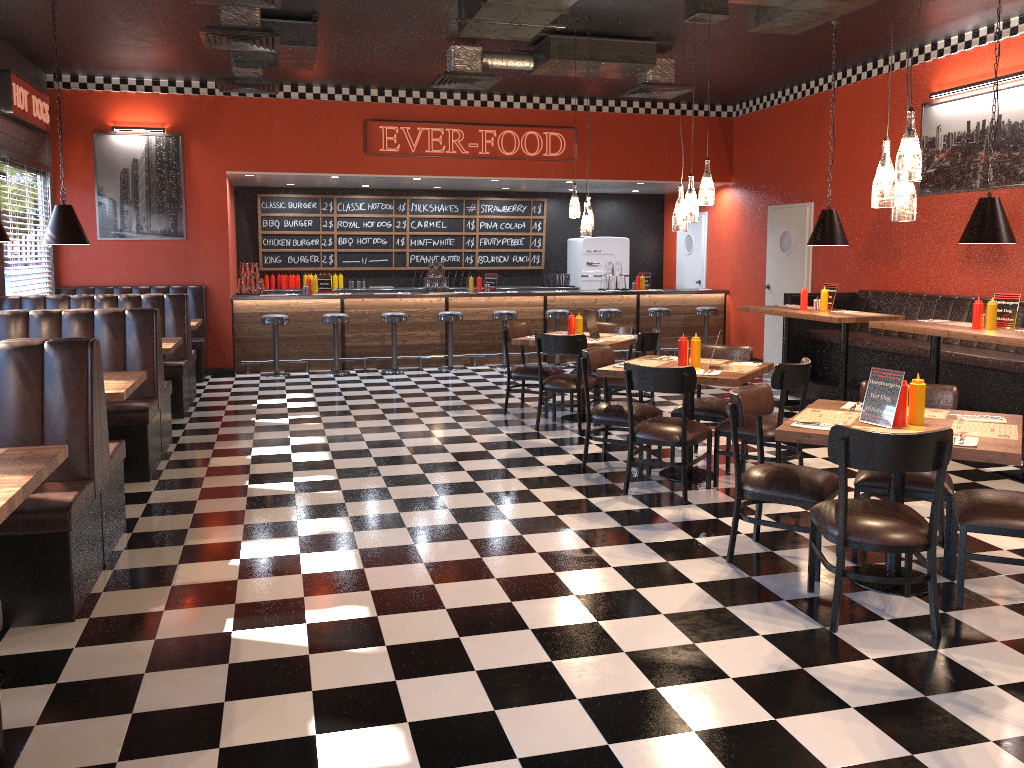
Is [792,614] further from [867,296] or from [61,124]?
[61,124]

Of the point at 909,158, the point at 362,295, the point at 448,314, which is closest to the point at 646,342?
the point at 909,158

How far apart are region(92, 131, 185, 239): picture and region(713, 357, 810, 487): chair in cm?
778

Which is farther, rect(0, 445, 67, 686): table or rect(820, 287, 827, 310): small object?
rect(820, 287, 827, 310): small object

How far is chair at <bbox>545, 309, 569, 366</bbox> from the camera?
12.00m

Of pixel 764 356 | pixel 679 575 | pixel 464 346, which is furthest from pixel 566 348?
pixel 764 356

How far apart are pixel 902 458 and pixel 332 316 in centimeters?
869cm

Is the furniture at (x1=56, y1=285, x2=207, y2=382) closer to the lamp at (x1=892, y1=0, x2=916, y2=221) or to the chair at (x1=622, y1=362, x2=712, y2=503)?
the chair at (x1=622, y1=362, x2=712, y2=503)

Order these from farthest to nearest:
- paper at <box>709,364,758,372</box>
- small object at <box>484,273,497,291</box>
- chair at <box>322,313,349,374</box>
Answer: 1. small object at <box>484,273,497,291</box>
2. chair at <box>322,313,349,374</box>
3. paper at <box>709,364,758,372</box>

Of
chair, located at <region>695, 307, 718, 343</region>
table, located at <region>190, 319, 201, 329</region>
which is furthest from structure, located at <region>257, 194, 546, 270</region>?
table, located at <region>190, 319, 201, 329</region>
